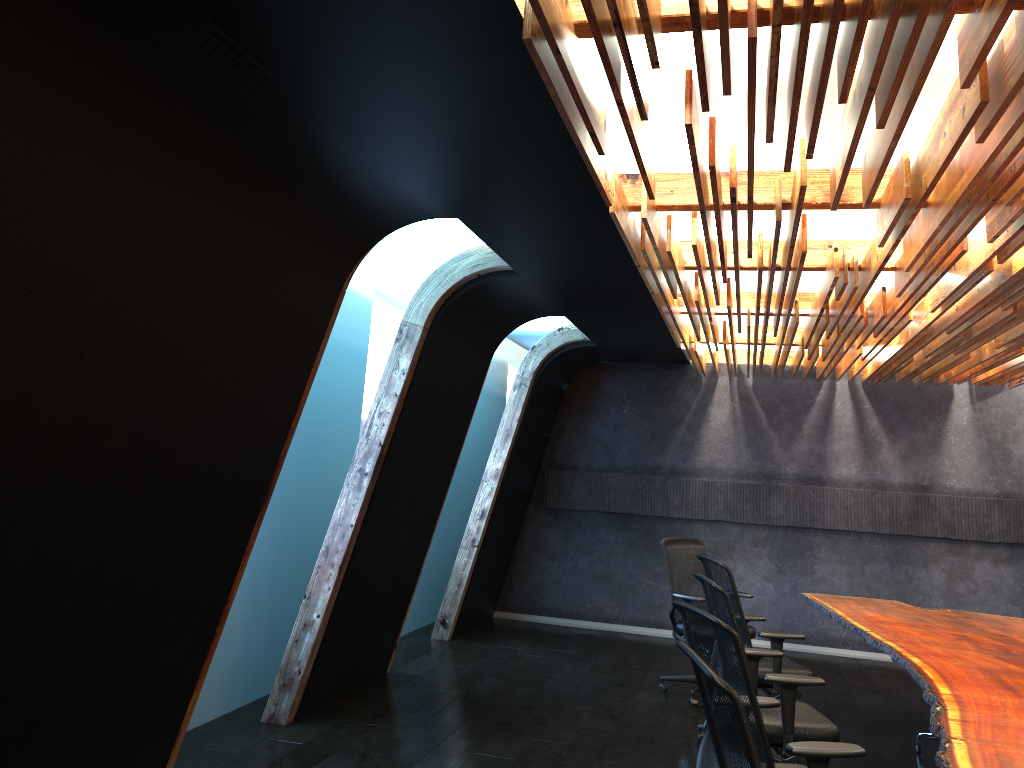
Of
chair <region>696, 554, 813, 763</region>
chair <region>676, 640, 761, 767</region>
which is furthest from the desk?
chair <region>676, 640, 761, 767</region>

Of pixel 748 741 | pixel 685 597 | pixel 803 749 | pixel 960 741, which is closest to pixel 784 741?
pixel 960 741

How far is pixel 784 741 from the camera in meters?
4.5

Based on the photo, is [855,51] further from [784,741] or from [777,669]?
[777,669]

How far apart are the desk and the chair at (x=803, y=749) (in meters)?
0.27

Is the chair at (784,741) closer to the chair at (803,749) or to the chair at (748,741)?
the chair at (803,749)

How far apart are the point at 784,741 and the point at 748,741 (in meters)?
2.35

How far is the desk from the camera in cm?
353

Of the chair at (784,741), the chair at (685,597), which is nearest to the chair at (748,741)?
the chair at (784,741)

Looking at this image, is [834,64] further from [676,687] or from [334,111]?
[676,687]
